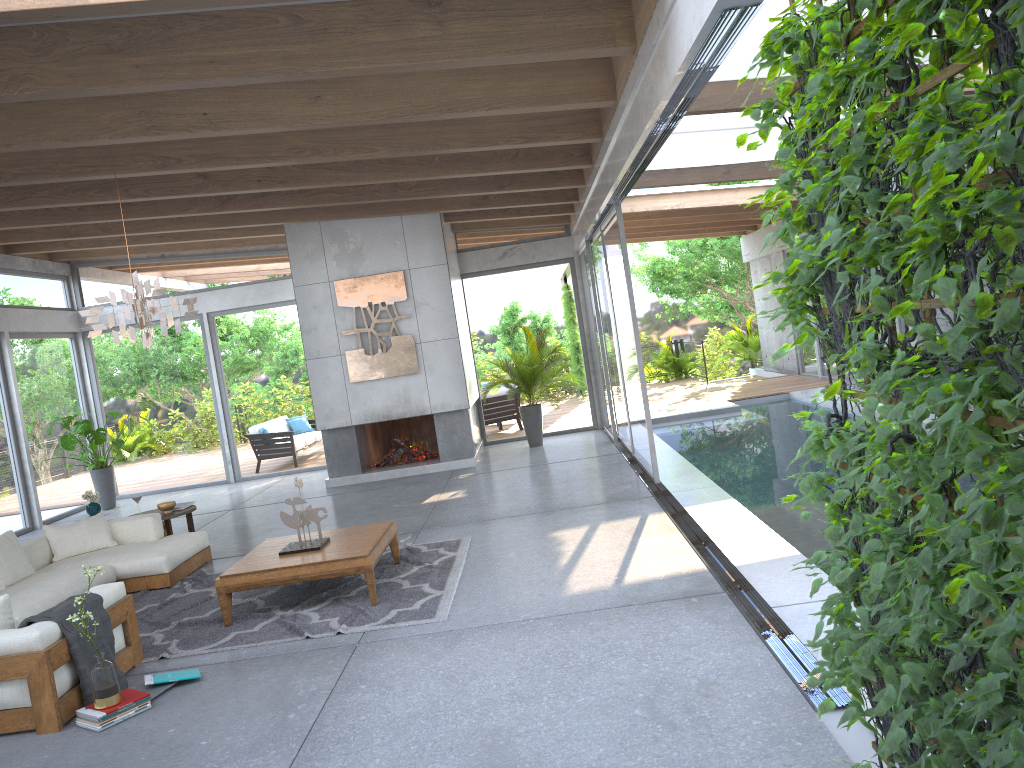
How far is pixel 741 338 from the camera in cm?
2106

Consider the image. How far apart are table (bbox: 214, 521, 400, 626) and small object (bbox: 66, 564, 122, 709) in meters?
1.3 m

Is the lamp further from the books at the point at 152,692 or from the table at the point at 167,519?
the table at the point at 167,519

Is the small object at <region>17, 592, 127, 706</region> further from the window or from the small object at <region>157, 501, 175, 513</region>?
the window

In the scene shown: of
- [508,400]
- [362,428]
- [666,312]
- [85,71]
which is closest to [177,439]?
[362,428]

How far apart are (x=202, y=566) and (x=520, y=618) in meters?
4.0 m

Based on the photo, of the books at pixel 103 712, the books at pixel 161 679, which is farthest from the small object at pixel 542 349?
the books at pixel 103 712

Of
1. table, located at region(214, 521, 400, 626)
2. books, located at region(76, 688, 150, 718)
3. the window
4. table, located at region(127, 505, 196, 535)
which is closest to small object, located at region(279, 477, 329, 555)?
table, located at region(214, 521, 400, 626)

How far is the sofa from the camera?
4.47m

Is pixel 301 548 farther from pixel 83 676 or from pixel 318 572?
pixel 83 676
